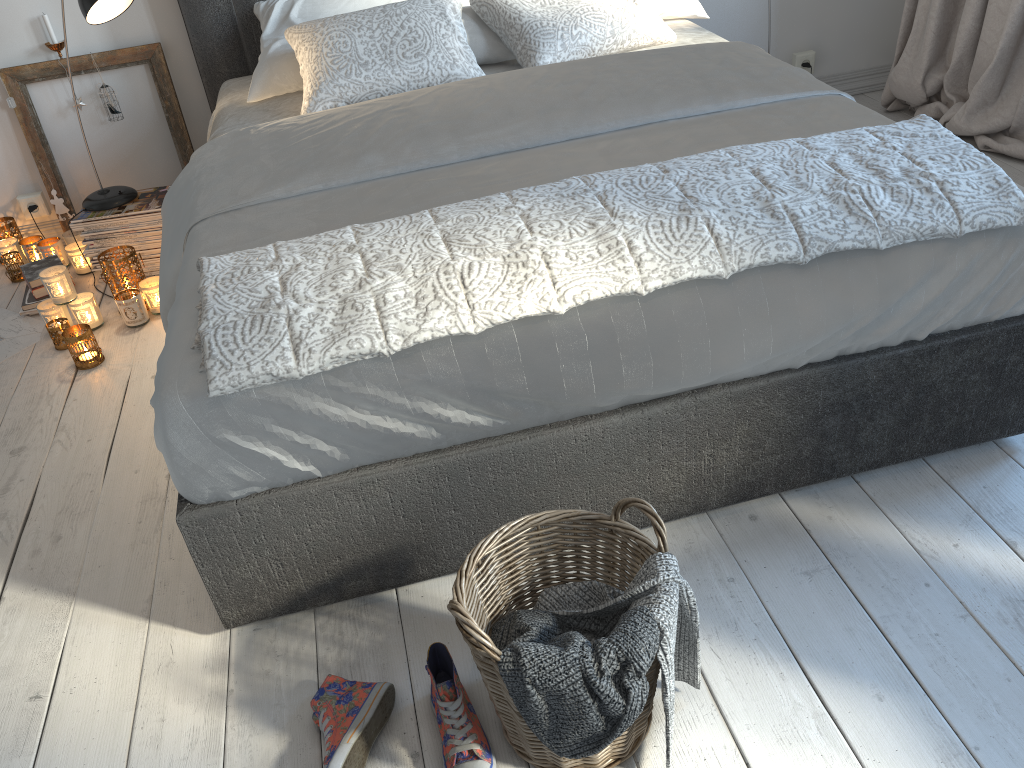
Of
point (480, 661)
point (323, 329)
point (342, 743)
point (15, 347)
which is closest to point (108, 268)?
point (15, 347)

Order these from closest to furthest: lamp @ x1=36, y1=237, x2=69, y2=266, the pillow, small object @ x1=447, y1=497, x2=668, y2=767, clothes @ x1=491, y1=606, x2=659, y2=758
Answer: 1. clothes @ x1=491, y1=606, x2=659, y2=758
2. small object @ x1=447, y1=497, x2=668, y2=767
3. the pillow
4. lamp @ x1=36, y1=237, x2=69, y2=266

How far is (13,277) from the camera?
3.06m

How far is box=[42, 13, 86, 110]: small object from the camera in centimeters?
294cm

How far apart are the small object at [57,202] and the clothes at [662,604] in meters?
2.6 m

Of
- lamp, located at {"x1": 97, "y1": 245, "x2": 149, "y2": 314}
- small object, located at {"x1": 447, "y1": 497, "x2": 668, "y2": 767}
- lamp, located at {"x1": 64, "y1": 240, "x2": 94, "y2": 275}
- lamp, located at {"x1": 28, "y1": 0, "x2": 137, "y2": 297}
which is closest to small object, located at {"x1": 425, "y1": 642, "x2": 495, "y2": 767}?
small object, located at {"x1": 447, "y1": 497, "x2": 668, "y2": 767}

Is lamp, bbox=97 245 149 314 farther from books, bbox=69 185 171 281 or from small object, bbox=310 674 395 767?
small object, bbox=310 674 395 767

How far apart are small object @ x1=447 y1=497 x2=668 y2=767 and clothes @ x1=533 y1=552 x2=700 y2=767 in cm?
1

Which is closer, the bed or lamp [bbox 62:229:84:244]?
the bed

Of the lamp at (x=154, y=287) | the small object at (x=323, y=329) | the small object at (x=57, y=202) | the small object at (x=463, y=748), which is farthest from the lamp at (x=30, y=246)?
the small object at (x=463, y=748)
